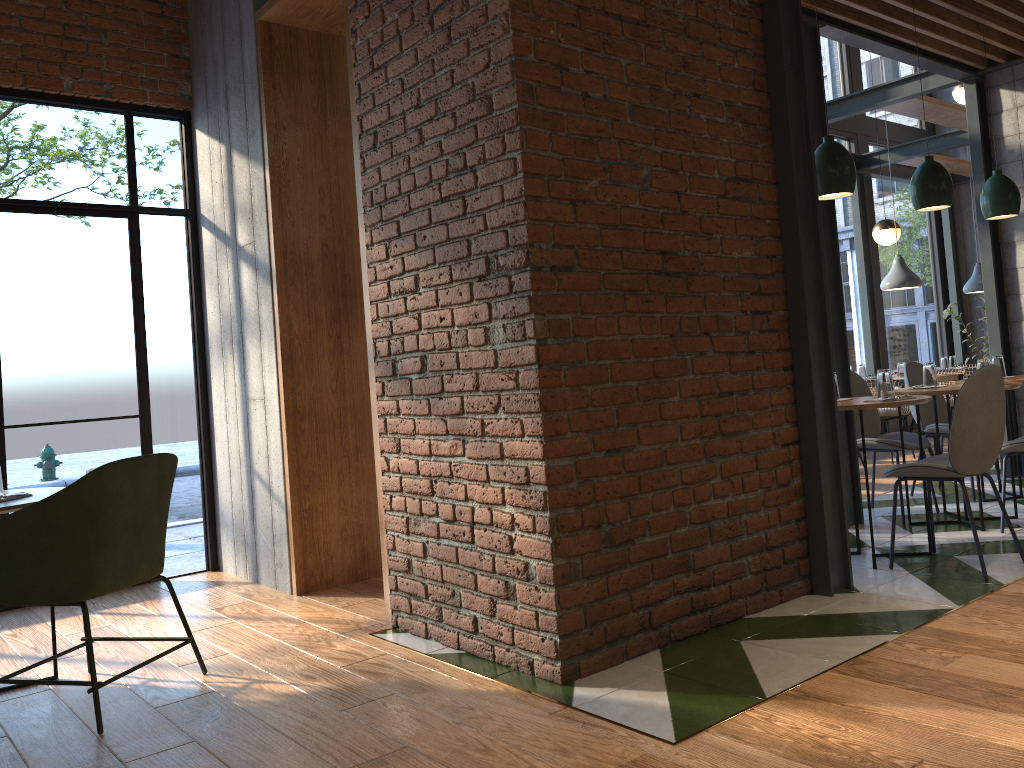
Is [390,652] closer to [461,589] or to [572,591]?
[461,589]

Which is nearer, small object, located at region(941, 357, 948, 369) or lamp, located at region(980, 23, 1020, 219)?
lamp, located at region(980, 23, 1020, 219)

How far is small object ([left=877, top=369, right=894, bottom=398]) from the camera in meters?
4.1 m

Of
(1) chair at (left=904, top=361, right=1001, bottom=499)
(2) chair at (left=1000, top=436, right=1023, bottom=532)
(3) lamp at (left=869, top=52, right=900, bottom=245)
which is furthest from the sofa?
(2) chair at (left=1000, top=436, right=1023, bottom=532)

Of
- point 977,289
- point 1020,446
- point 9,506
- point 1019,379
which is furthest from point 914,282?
point 9,506

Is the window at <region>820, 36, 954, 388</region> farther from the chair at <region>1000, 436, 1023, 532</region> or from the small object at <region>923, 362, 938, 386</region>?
the chair at <region>1000, 436, 1023, 532</region>

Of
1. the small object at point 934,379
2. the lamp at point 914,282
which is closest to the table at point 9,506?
the small object at point 934,379

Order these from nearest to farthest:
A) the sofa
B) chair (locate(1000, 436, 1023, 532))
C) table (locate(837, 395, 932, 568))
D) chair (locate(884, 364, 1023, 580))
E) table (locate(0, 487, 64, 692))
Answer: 1. table (locate(0, 487, 64, 692))
2. chair (locate(884, 364, 1023, 580))
3. table (locate(837, 395, 932, 568))
4. chair (locate(1000, 436, 1023, 532))
5. the sofa

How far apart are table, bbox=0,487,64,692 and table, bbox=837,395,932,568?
3.3m

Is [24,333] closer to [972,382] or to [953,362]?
[972,382]
